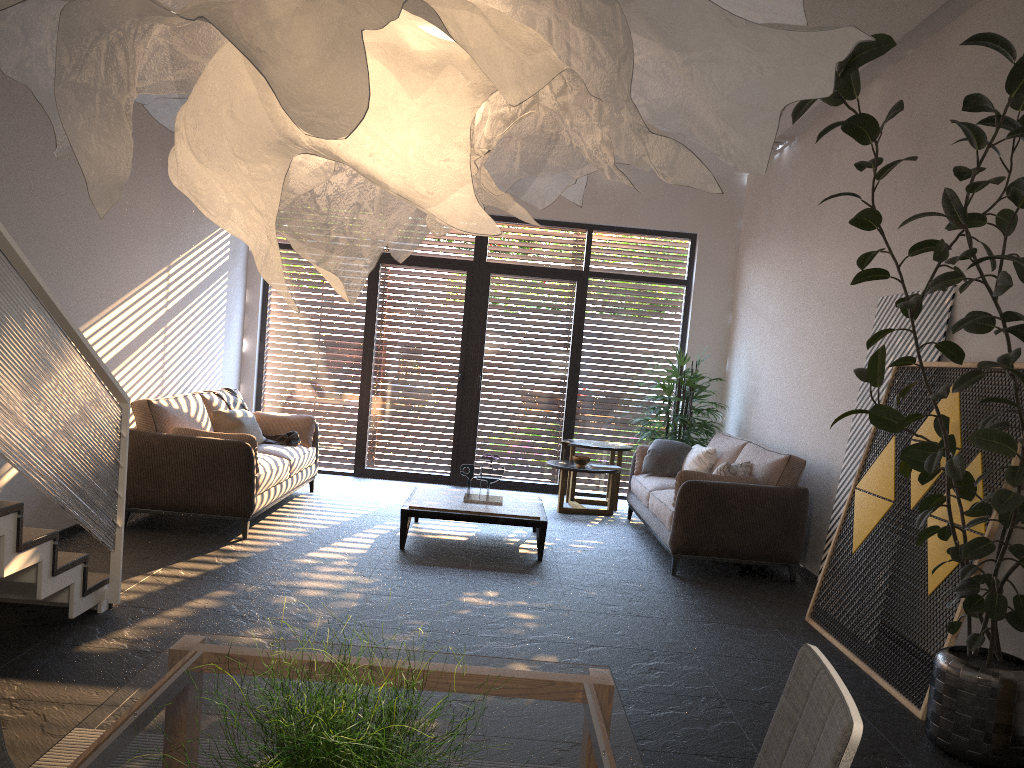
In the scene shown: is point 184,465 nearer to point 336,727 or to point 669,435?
point 669,435

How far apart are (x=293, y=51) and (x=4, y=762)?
1.6m

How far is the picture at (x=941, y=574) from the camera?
4.1m

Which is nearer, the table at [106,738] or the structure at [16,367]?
the table at [106,738]

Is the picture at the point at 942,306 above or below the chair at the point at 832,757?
above

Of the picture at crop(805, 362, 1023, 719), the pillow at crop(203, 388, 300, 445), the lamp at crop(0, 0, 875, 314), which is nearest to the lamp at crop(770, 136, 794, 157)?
the picture at crop(805, 362, 1023, 719)

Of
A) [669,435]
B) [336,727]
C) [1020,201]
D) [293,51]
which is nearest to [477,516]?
[669,435]

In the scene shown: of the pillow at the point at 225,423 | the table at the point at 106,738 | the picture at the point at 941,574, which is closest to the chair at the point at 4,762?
the table at the point at 106,738

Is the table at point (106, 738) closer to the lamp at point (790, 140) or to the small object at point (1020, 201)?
the small object at point (1020, 201)

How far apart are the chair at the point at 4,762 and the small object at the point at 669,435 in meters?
7.2
